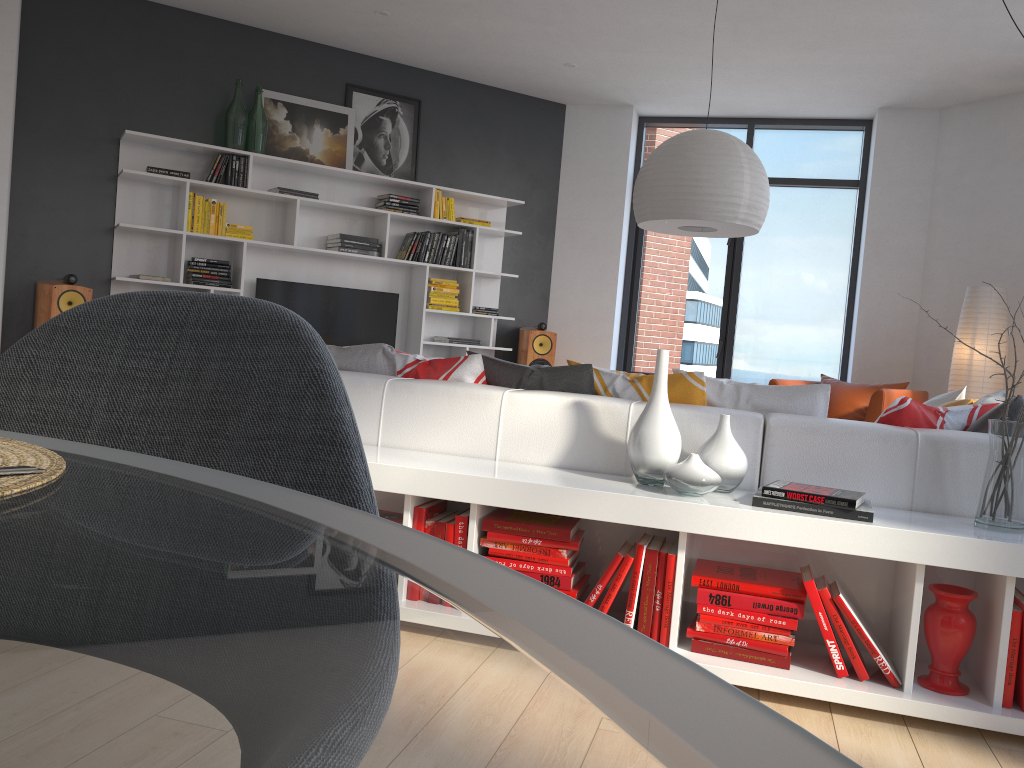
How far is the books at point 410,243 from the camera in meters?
6.8

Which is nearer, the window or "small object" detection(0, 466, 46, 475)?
"small object" detection(0, 466, 46, 475)

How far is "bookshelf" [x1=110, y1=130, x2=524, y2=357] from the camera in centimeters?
606cm

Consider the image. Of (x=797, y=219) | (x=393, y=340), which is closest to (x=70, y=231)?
(x=393, y=340)

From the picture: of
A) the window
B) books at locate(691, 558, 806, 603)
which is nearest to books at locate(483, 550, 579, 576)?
books at locate(691, 558, 806, 603)

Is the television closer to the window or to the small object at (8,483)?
the window

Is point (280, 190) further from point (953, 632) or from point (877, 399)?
point (953, 632)

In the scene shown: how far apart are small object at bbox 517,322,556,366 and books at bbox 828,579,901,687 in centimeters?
490cm

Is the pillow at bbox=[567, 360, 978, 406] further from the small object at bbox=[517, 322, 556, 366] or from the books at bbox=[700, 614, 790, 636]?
the small object at bbox=[517, 322, 556, 366]

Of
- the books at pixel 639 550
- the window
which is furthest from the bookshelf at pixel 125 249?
the books at pixel 639 550
